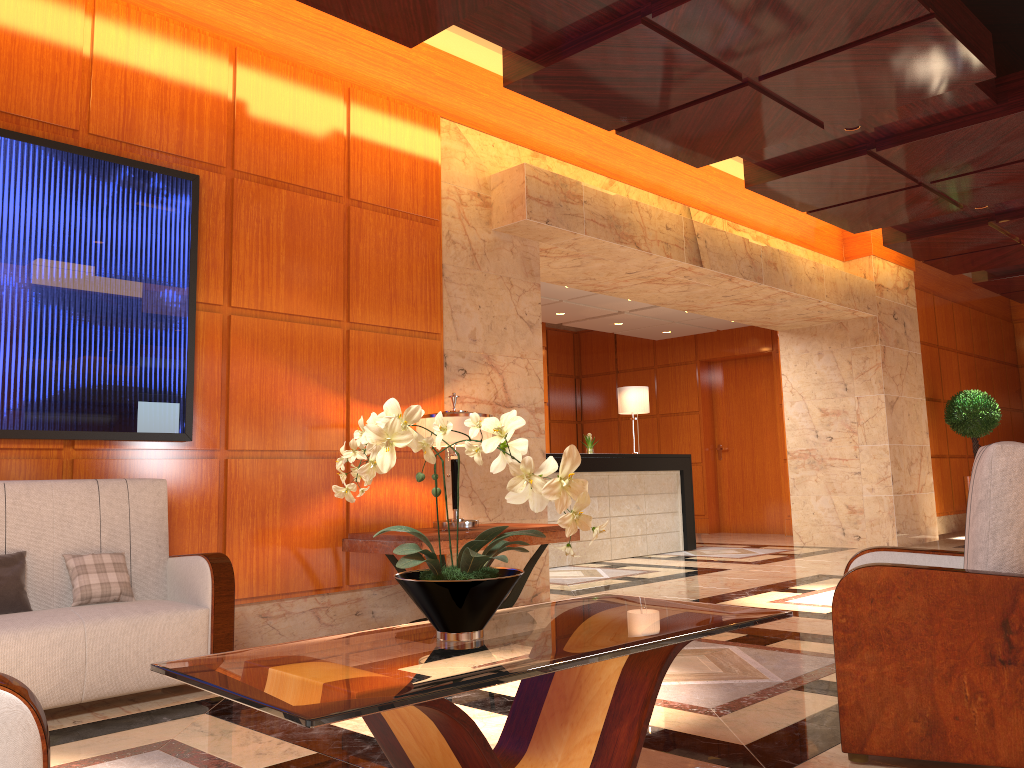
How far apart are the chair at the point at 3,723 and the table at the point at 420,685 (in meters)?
0.35

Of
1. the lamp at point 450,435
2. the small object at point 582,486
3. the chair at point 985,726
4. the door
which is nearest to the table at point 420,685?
the small object at point 582,486

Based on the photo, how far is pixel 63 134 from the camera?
4.41m

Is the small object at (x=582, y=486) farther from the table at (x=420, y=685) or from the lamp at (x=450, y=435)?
the lamp at (x=450, y=435)

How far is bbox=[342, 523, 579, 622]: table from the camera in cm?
480

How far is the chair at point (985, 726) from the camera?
2.57m

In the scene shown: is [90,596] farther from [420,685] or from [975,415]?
[975,415]

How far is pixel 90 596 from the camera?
3.8m

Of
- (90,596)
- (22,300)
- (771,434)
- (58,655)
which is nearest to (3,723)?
(58,655)

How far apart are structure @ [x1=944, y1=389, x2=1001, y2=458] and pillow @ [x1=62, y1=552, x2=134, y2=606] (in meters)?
11.04
